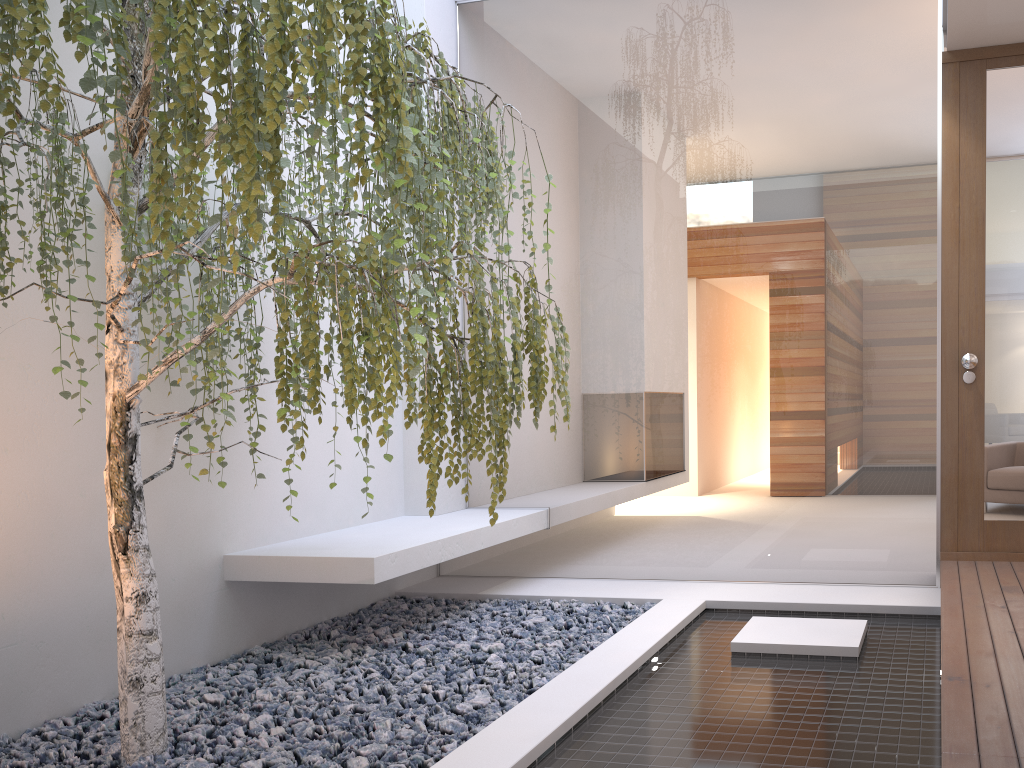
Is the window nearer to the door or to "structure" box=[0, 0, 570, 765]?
the door

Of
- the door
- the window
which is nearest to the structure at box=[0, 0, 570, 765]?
the window

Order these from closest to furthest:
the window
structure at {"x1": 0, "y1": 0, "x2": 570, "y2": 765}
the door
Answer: structure at {"x1": 0, "y1": 0, "x2": 570, "y2": 765}
the door
the window

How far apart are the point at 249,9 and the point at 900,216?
3.1 meters

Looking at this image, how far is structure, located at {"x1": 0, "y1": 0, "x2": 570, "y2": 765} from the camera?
1.8 meters

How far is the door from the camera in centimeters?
370cm

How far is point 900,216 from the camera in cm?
390

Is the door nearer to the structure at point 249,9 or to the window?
the window

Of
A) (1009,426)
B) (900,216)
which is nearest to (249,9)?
(900,216)

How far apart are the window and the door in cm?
9
